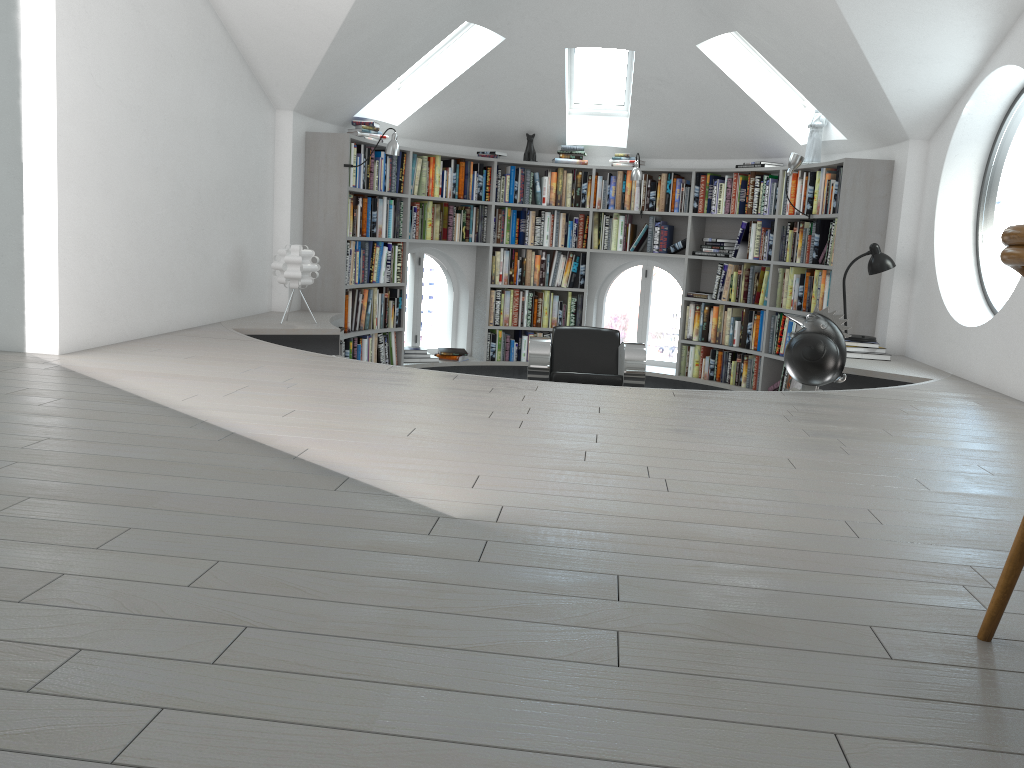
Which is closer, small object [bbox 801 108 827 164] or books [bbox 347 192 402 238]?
small object [bbox 801 108 827 164]

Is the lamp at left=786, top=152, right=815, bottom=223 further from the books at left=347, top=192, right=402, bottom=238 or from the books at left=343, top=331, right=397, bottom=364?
the books at left=343, top=331, right=397, bottom=364

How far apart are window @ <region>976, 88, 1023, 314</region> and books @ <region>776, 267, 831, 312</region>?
1.2 meters

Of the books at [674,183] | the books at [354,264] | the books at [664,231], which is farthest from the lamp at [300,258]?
the books at [664,231]

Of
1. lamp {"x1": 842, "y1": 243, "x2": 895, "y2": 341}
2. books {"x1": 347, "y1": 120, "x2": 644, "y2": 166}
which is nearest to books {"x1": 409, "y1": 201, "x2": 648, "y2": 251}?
books {"x1": 347, "y1": 120, "x2": 644, "y2": 166}

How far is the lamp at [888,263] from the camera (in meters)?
5.84

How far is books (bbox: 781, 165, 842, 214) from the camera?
6.6m

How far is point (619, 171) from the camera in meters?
8.2 m

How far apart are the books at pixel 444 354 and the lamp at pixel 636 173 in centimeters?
221cm

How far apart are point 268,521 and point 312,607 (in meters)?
0.48
